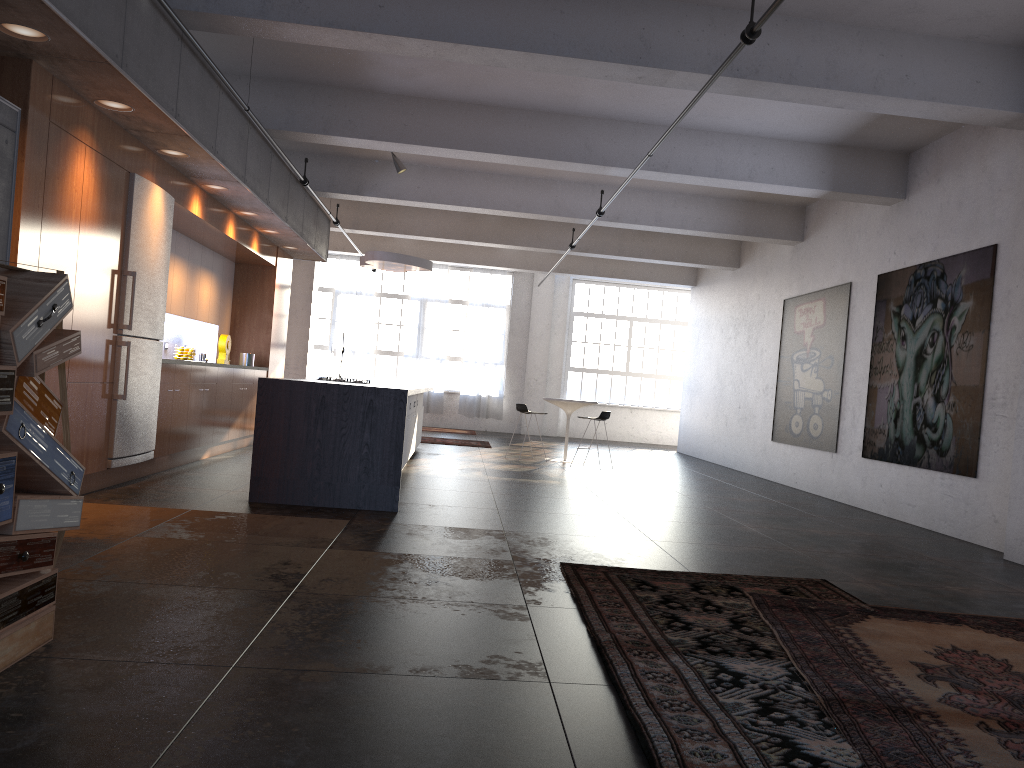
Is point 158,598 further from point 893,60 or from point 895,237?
point 895,237

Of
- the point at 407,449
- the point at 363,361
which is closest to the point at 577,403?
the point at 407,449

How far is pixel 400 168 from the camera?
11.35m

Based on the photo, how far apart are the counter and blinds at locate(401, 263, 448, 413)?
11.7m

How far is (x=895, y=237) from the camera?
9.8m

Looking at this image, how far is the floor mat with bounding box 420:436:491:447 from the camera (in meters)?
15.67

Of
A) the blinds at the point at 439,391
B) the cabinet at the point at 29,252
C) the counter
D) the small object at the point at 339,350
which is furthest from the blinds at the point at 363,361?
the counter

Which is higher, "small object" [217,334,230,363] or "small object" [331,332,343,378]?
"small object" [331,332,343,378]

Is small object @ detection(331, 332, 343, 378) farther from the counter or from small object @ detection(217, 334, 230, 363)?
the counter

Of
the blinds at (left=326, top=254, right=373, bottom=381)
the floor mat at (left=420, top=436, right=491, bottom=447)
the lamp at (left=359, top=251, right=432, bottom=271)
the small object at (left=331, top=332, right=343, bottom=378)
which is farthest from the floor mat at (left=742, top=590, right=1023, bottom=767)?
the blinds at (left=326, top=254, right=373, bottom=381)
